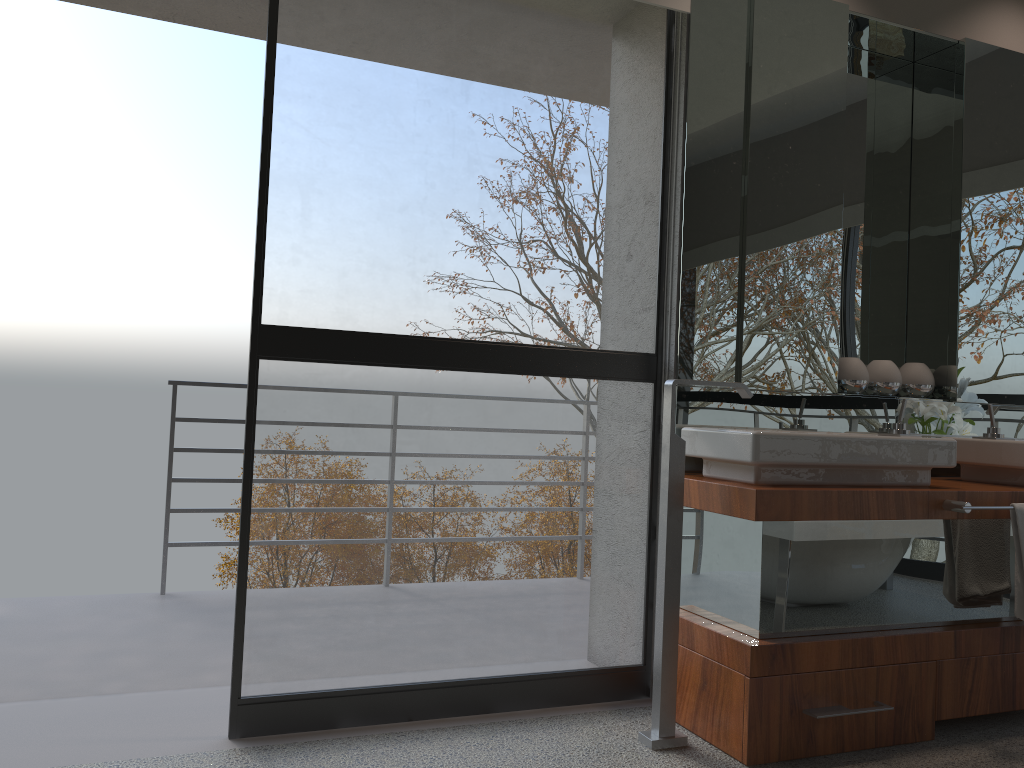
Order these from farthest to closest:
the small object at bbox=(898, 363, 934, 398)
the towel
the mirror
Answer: the small object at bbox=(898, 363, 934, 398)
the mirror
the towel

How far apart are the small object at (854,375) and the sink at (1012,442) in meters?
0.4

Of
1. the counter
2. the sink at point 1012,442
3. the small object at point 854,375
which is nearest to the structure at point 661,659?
the counter

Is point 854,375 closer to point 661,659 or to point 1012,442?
point 1012,442

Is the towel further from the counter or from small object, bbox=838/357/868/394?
small object, bbox=838/357/868/394

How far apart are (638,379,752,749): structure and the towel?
0.84m

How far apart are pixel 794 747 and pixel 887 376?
1.4 meters

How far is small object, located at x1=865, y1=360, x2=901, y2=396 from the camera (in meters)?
3.13

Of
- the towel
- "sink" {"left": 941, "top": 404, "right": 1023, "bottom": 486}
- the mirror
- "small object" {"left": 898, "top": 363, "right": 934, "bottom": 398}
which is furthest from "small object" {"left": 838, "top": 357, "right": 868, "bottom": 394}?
the towel

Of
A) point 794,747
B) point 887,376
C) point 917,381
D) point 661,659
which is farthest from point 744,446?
point 917,381
